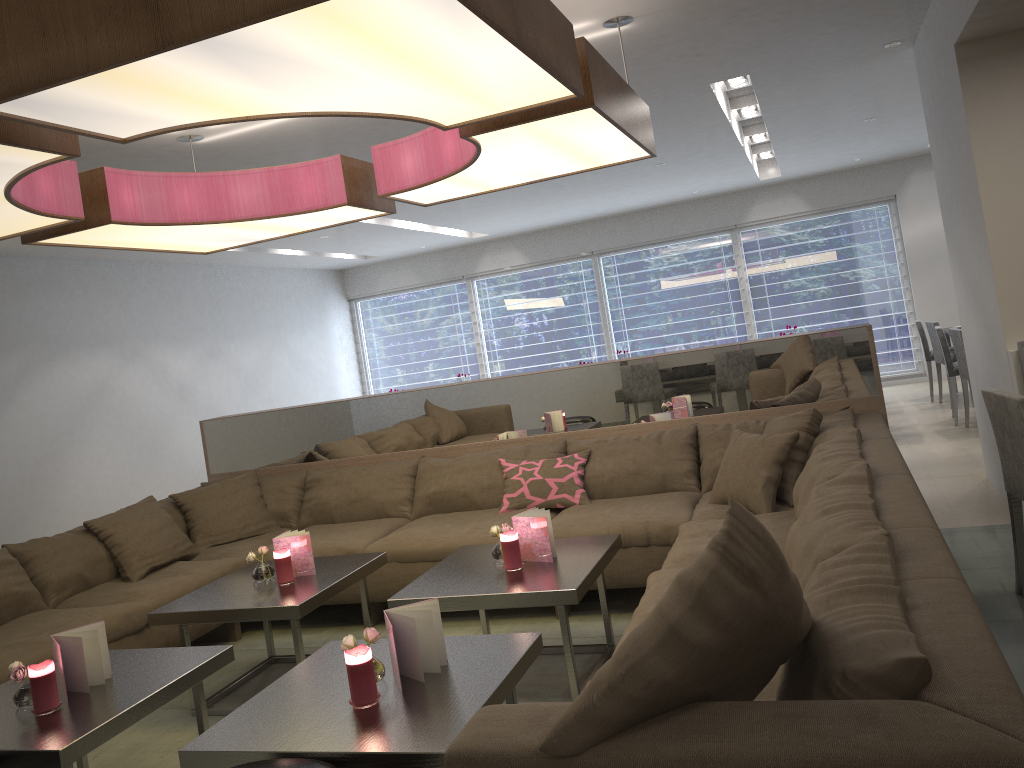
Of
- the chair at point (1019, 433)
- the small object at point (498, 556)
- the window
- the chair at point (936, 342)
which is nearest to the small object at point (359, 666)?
the small object at point (498, 556)

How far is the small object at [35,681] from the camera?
2.40m

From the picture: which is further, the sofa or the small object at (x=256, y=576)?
the small object at (x=256, y=576)

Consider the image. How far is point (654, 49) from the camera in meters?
4.3 m

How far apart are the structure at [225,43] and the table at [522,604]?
1.5m

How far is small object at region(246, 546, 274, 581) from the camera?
3.54m

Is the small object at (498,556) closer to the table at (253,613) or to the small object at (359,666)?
the table at (253,613)

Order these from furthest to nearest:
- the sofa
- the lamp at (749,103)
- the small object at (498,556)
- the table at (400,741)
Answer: the lamp at (749,103) < the small object at (498,556) < the table at (400,741) < the sofa

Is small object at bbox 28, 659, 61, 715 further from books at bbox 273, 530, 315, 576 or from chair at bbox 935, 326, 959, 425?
chair at bbox 935, 326, 959, 425

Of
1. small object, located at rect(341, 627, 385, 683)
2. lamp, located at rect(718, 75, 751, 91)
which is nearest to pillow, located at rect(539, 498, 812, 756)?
small object, located at rect(341, 627, 385, 683)
